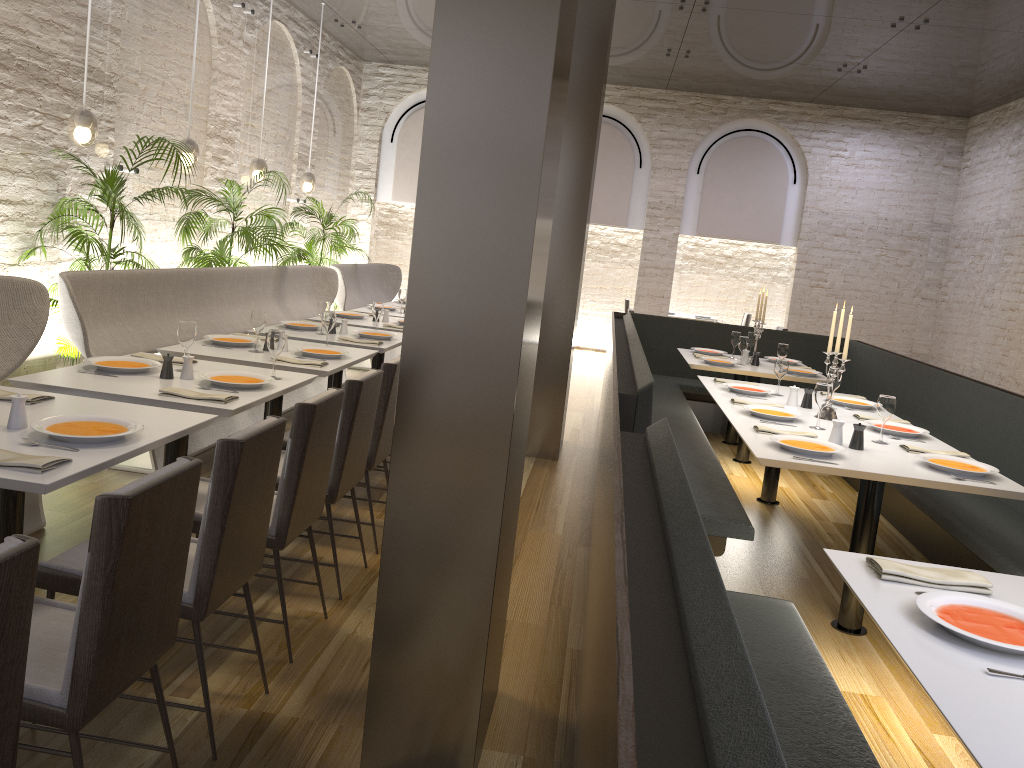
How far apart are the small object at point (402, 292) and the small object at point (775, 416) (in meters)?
4.28

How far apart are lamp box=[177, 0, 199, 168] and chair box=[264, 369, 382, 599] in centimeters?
403cm

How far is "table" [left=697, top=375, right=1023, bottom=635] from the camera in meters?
3.6 m

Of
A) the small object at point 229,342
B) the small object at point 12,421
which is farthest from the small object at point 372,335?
the small object at point 12,421

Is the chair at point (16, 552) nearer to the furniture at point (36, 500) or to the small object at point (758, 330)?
the furniture at point (36, 500)

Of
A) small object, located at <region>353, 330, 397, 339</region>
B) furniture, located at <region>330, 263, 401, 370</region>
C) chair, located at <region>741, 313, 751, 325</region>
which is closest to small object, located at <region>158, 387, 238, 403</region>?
small object, located at <region>353, 330, 397, 339</region>

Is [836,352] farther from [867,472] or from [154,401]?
[154,401]

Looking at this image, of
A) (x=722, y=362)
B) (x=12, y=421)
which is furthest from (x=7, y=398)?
(x=722, y=362)

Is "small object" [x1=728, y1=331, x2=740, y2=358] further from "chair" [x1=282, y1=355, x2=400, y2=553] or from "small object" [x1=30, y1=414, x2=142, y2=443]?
"small object" [x1=30, y1=414, x2=142, y2=443]

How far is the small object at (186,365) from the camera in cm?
390
